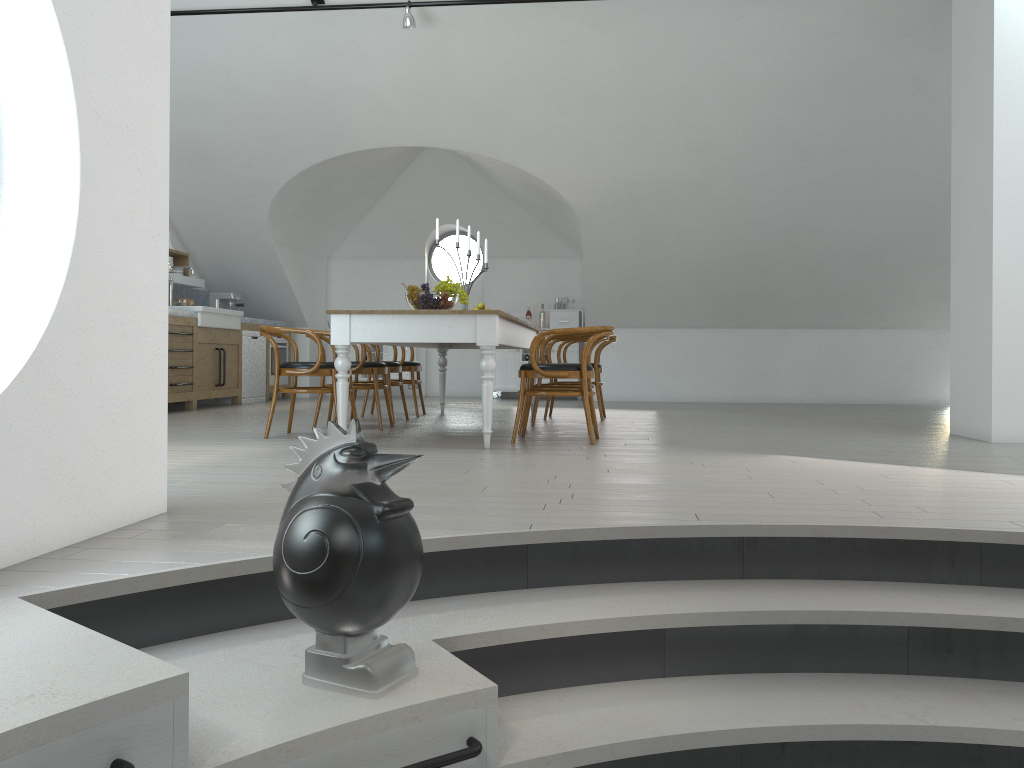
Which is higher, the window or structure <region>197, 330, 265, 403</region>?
the window

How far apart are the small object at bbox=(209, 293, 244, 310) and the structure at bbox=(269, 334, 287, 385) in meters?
0.7 m

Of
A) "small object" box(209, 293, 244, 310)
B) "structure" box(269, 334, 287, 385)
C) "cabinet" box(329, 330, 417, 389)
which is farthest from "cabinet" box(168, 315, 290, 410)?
"cabinet" box(329, 330, 417, 389)

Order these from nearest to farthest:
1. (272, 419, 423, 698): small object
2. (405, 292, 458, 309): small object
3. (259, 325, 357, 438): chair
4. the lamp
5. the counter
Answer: (272, 419, 423, 698): small object → (259, 325, 357, 438): chair → (405, 292, 458, 309): small object → the lamp → the counter

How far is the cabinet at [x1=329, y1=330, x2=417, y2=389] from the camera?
11.38m

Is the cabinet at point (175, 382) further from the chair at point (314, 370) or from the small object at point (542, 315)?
the small object at point (542, 315)

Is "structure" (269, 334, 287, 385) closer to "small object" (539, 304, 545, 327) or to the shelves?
the shelves

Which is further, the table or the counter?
the counter

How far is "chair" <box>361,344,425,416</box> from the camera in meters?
7.8

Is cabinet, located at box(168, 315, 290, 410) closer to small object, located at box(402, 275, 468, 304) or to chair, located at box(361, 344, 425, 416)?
chair, located at box(361, 344, 425, 416)
